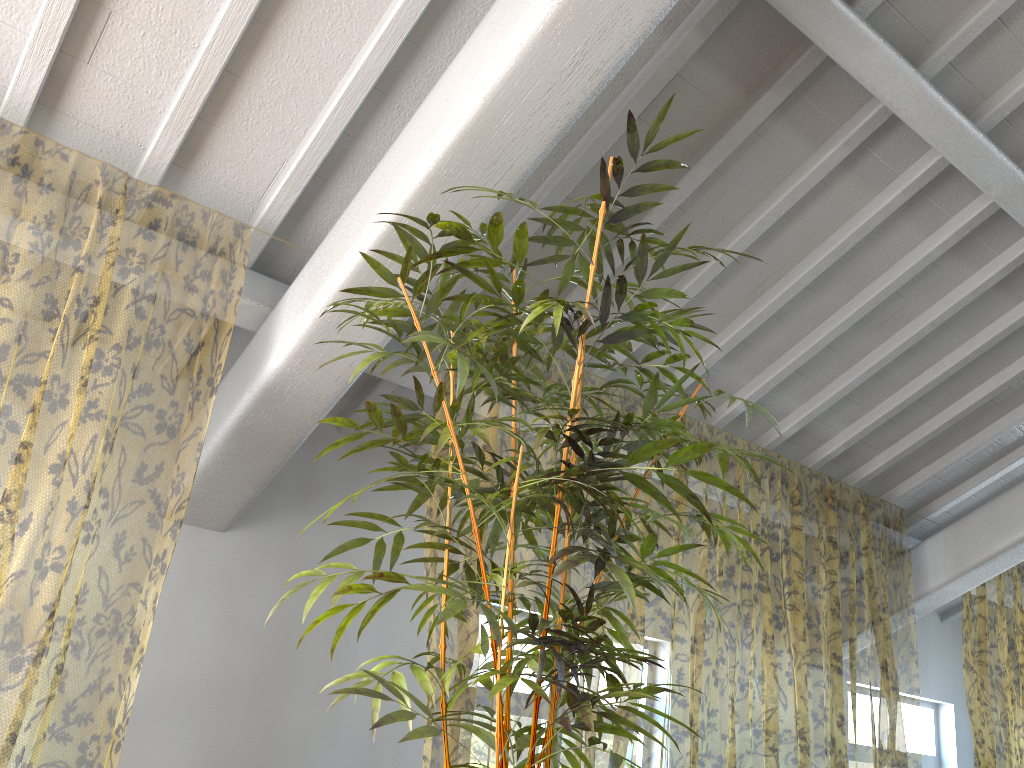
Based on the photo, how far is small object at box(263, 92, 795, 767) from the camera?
1.8 meters

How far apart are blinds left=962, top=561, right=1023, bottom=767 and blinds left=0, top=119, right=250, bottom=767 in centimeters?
491cm

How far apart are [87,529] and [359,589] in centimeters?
712cm

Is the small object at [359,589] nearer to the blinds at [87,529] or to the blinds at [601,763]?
the blinds at [87,529]

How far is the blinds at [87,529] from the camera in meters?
8.0 m

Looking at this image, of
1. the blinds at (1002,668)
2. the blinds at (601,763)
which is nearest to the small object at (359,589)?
the blinds at (601,763)

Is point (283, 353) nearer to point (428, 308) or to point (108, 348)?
point (428, 308)

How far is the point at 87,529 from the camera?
8.0 meters

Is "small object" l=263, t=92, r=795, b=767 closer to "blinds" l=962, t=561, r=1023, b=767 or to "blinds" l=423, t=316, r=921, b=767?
"blinds" l=423, t=316, r=921, b=767

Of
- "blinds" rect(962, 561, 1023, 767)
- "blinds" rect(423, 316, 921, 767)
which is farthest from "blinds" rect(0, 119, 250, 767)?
"blinds" rect(962, 561, 1023, 767)
